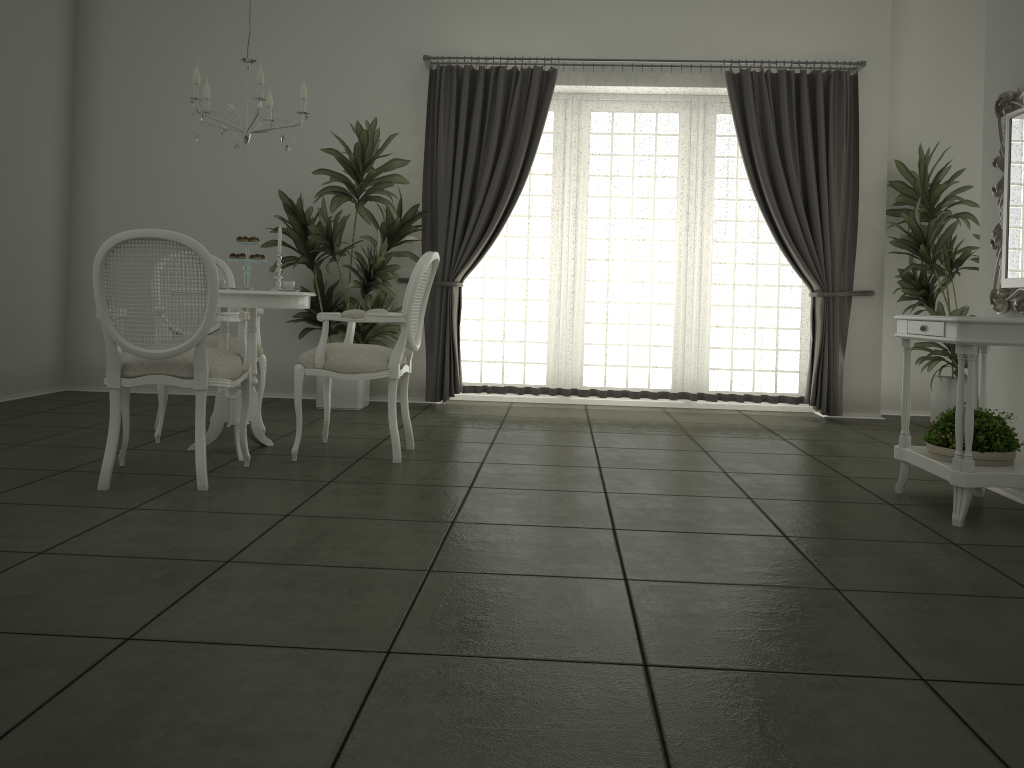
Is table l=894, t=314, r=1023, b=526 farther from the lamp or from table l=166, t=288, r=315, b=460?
the lamp

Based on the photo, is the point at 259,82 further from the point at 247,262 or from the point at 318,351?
the point at 318,351

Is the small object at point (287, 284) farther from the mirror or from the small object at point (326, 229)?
the mirror

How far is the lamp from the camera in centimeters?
419cm

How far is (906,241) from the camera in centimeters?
620cm

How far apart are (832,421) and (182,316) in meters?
4.8 m

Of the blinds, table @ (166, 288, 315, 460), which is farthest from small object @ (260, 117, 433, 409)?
table @ (166, 288, 315, 460)

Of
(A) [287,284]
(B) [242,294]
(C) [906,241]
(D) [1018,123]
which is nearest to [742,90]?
(C) [906,241]

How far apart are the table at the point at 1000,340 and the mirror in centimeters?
19cm

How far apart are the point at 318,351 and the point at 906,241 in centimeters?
425cm
